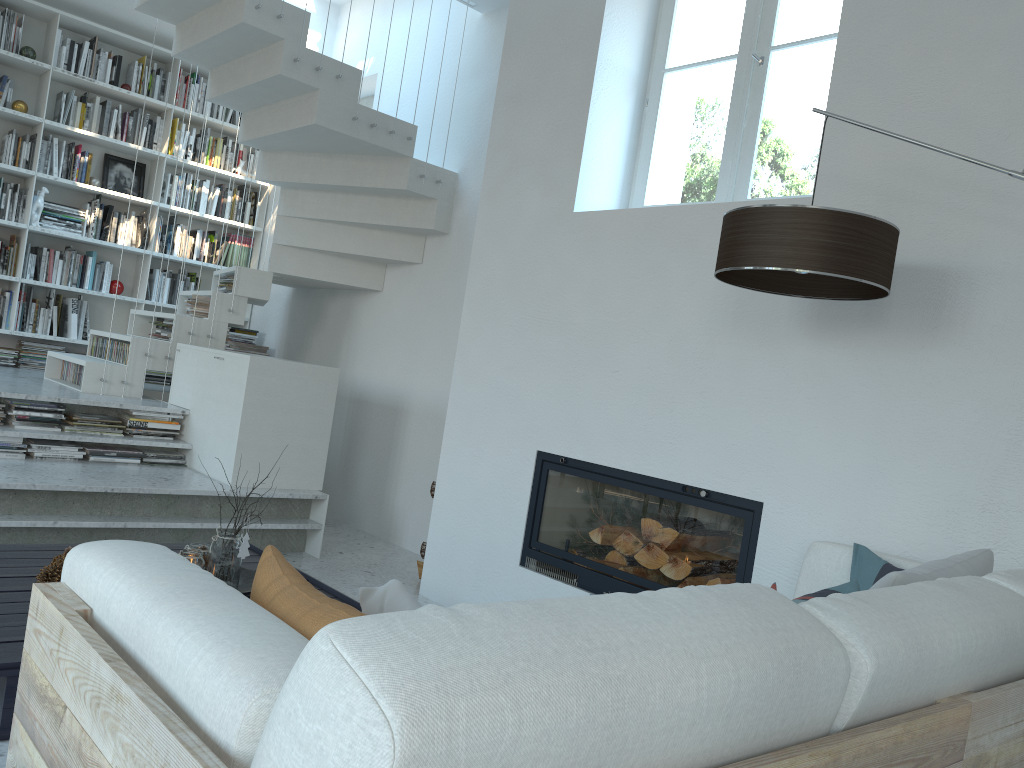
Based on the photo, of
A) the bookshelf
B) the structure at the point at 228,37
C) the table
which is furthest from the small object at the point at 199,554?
the bookshelf

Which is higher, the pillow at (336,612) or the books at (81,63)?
the books at (81,63)

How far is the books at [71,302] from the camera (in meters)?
6.37

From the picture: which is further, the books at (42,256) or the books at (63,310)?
the books at (63,310)

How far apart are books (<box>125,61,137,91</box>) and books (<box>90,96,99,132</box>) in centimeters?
29cm

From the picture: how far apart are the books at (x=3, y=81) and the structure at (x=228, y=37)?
1.8m

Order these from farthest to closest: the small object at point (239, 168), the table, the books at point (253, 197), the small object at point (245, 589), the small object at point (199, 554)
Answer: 1. the books at point (253, 197)
2. the small object at point (239, 168)
3. the small object at point (245, 589)
4. the small object at point (199, 554)
5. the table

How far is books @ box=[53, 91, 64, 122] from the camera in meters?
6.3

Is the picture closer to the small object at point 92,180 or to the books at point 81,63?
the small object at point 92,180

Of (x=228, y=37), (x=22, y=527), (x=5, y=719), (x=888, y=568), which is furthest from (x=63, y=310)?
(x=888, y=568)
